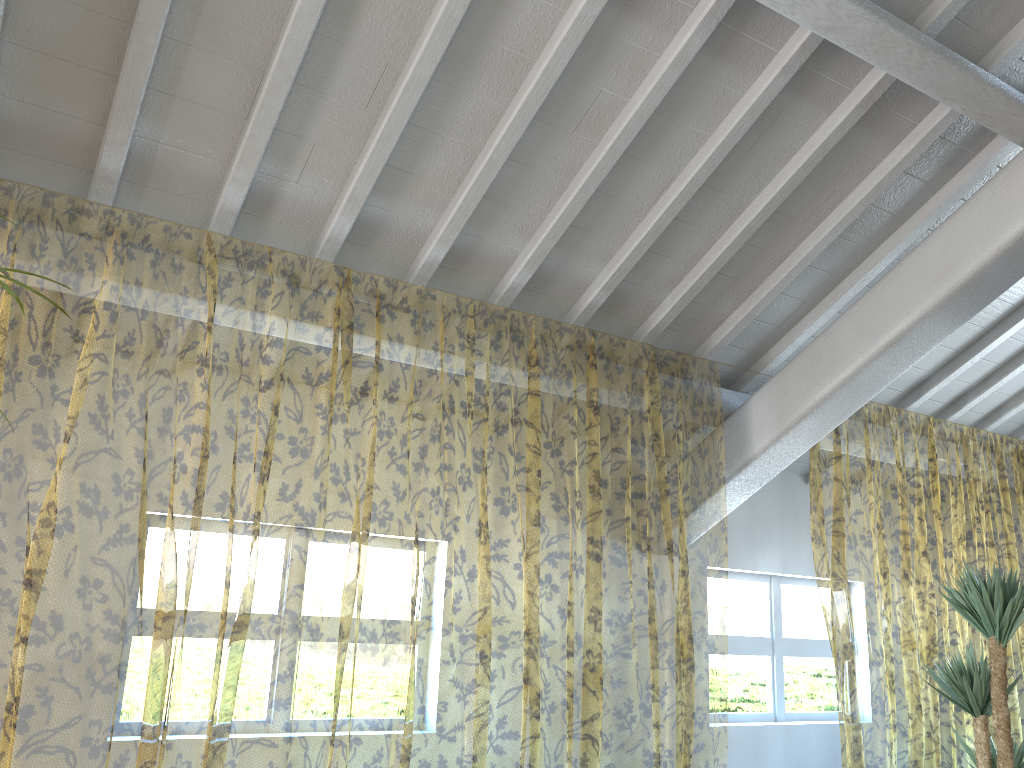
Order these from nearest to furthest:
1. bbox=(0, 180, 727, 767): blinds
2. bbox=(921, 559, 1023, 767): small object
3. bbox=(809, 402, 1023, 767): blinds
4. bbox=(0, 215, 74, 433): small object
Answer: bbox=(0, 215, 74, 433): small object < bbox=(921, 559, 1023, 767): small object < bbox=(0, 180, 727, 767): blinds < bbox=(809, 402, 1023, 767): blinds

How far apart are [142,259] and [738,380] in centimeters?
649cm

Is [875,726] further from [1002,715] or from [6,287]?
[6,287]

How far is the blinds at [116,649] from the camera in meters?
7.9

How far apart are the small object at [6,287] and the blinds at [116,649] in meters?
1.4

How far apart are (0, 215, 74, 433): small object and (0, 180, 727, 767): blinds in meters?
1.4 m

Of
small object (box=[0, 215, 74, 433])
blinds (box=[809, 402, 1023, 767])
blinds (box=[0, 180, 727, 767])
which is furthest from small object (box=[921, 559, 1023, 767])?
small object (box=[0, 215, 74, 433])

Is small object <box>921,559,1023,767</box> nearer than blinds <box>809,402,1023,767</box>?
Yes

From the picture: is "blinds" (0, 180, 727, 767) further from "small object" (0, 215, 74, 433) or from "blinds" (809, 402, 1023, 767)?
"small object" (0, 215, 74, 433)

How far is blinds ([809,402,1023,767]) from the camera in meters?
9.9 m
